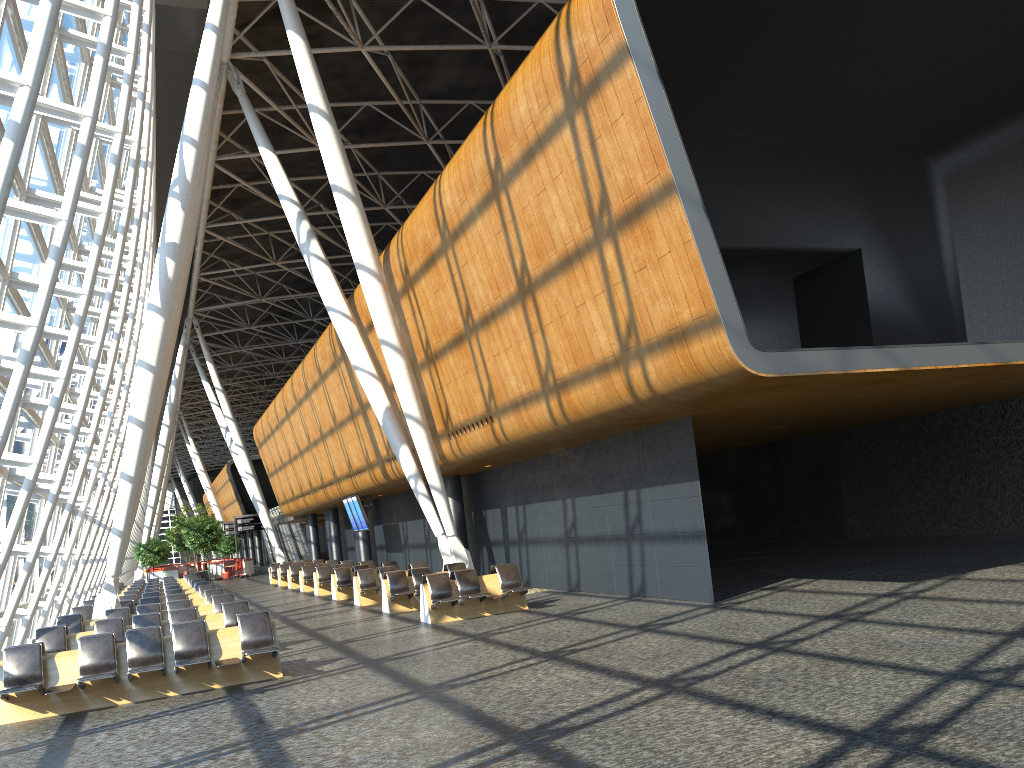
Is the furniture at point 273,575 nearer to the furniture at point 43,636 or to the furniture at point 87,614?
the furniture at point 87,614

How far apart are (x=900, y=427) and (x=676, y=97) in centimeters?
1301cm

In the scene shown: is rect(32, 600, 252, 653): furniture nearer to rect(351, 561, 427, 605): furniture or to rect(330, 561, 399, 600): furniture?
rect(351, 561, 427, 605): furniture

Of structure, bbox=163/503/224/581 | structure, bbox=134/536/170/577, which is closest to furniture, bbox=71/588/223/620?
structure, bbox=134/536/170/577

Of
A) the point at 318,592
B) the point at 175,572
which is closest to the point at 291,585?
the point at 318,592

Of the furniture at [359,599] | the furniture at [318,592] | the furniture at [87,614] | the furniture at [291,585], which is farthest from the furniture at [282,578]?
the furniture at [87,614]

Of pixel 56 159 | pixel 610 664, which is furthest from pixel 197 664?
pixel 56 159

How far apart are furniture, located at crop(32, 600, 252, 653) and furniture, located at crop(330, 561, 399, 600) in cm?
914

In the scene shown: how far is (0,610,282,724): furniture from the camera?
10.27m

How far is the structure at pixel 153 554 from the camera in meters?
45.7
